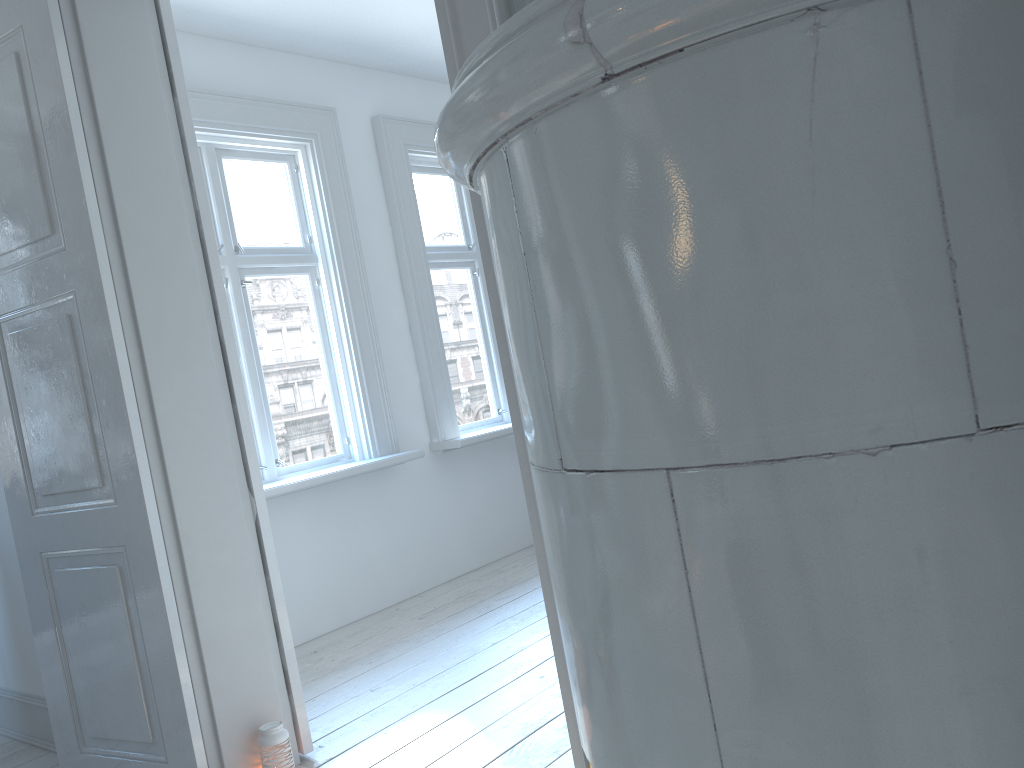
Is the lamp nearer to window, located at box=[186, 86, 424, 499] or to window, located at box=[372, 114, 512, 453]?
window, located at box=[186, 86, 424, 499]

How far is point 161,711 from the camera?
2.46m

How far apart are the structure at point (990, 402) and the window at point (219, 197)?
3.0 meters

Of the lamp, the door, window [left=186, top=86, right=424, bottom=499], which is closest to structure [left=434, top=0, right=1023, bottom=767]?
A: the door

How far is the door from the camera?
2.41m

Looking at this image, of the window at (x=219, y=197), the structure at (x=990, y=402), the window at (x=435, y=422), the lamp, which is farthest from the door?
the window at (x=435, y=422)

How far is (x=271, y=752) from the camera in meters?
2.5 m

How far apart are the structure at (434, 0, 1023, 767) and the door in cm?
57

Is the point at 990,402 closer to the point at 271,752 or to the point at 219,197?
the point at 271,752

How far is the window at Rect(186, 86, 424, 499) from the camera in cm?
406
